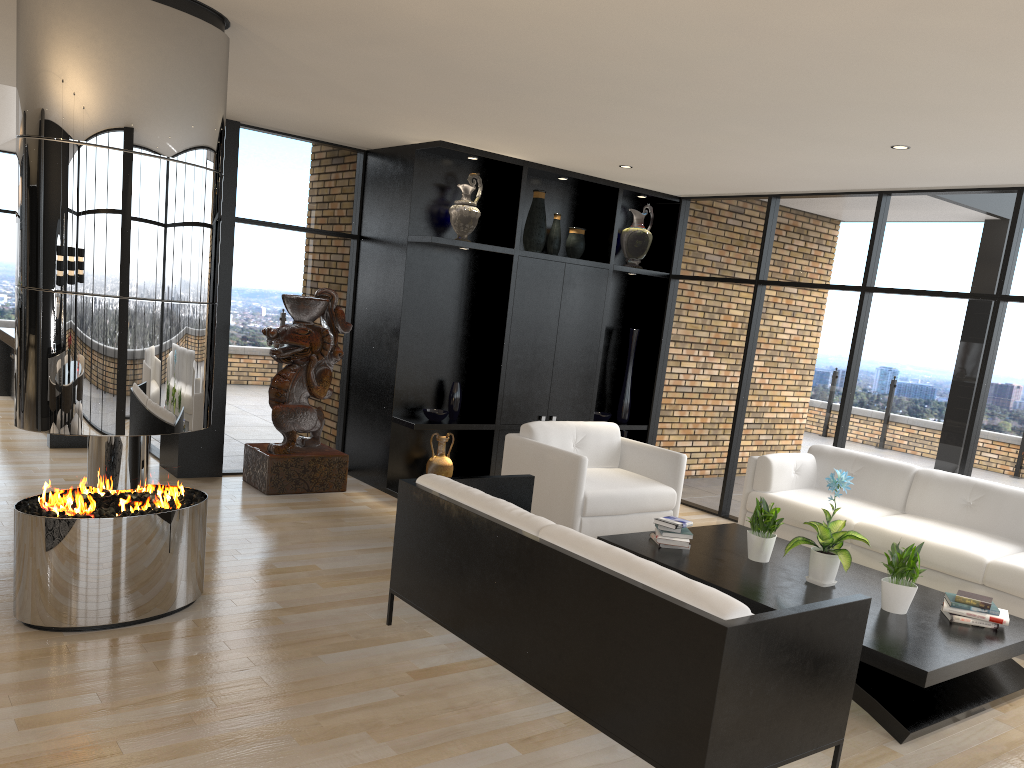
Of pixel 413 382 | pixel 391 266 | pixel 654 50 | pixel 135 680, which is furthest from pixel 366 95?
pixel 135 680

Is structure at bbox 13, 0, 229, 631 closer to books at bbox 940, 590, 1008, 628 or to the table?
the table

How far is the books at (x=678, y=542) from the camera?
5.0 meters

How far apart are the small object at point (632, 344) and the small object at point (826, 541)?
3.6m

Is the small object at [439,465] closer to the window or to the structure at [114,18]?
the window

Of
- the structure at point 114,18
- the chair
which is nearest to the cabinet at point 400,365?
the chair

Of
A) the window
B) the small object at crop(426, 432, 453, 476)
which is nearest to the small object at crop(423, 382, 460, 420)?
the small object at crop(426, 432, 453, 476)

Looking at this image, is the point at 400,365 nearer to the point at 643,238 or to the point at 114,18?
the point at 643,238

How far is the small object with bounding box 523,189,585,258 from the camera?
7.4m

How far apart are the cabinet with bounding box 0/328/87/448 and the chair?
3.9 meters
